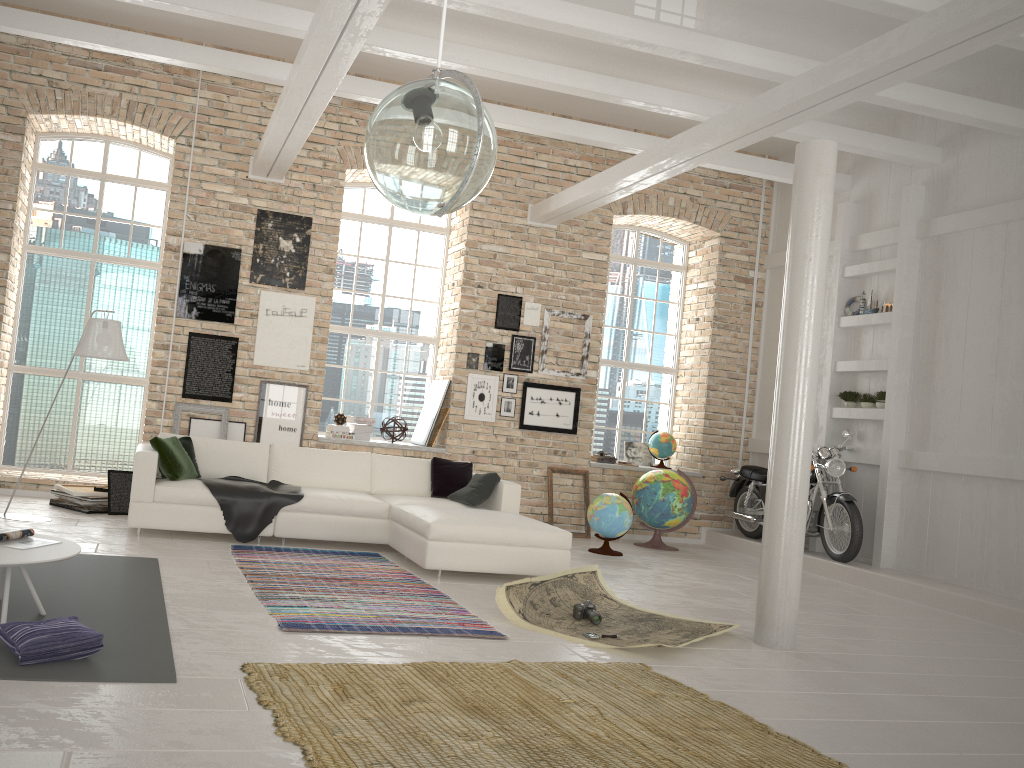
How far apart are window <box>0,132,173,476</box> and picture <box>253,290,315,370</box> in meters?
1.3 m

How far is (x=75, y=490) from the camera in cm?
787

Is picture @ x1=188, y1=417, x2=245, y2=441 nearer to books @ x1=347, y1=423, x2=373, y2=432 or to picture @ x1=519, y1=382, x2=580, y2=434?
books @ x1=347, y1=423, x2=373, y2=432

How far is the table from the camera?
3.9 meters

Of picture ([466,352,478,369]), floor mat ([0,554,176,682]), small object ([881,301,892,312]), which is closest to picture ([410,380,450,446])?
picture ([466,352,478,369])

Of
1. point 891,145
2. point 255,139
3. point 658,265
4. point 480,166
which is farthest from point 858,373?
point 480,166

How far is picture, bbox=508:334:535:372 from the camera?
10.0 meters

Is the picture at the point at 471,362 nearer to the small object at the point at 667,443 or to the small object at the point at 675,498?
the small object at the point at 675,498

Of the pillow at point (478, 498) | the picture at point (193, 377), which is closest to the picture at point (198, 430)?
the picture at point (193, 377)

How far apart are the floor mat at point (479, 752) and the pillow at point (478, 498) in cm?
317
